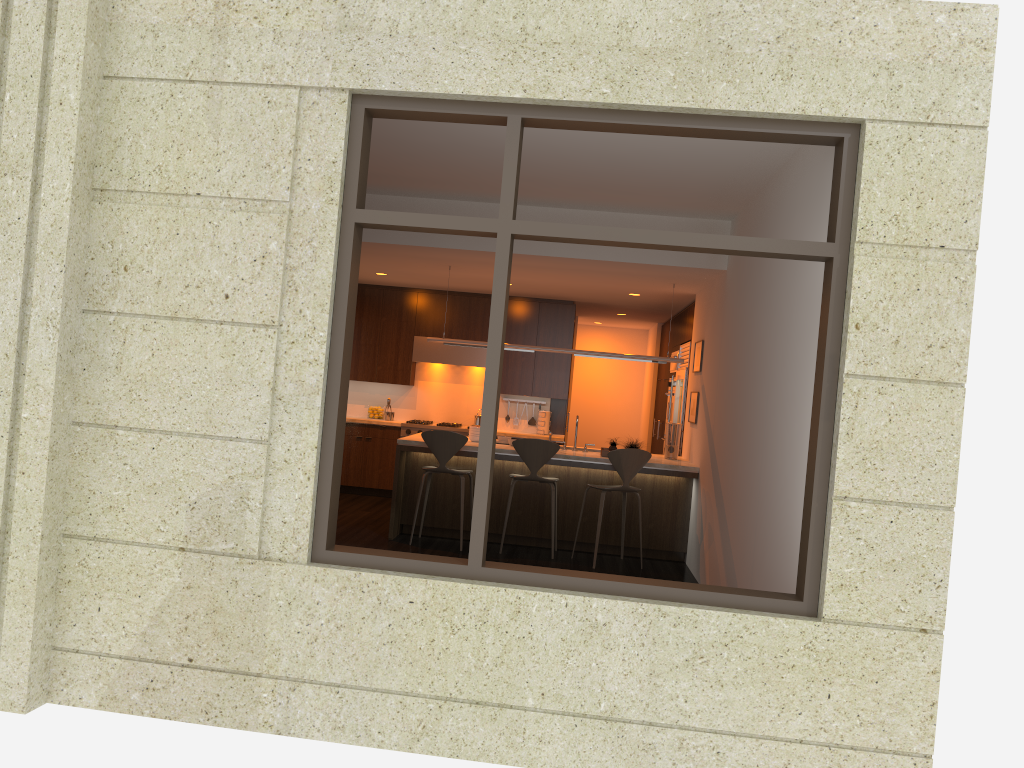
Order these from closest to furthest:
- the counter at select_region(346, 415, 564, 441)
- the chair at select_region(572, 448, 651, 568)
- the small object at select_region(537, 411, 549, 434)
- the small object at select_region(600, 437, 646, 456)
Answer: the chair at select_region(572, 448, 651, 568) → the small object at select_region(600, 437, 646, 456) → the counter at select_region(346, 415, 564, 441) → the small object at select_region(537, 411, 549, 434)

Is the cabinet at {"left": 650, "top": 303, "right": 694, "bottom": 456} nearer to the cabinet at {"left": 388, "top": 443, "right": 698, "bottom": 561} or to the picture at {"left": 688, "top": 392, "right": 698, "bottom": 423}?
the picture at {"left": 688, "top": 392, "right": 698, "bottom": 423}

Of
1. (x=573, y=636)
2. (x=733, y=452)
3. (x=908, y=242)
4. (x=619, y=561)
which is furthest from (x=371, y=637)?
(x=619, y=561)

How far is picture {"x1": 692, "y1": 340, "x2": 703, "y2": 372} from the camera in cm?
839

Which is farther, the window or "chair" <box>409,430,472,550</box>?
"chair" <box>409,430,472,550</box>

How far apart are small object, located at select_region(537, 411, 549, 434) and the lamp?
2.5 meters

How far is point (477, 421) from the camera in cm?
1104

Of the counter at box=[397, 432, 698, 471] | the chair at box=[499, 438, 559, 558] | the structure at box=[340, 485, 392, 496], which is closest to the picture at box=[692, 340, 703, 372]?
the counter at box=[397, 432, 698, 471]

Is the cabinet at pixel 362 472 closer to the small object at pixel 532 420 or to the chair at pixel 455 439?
the small object at pixel 532 420

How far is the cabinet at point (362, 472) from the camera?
10.72m
